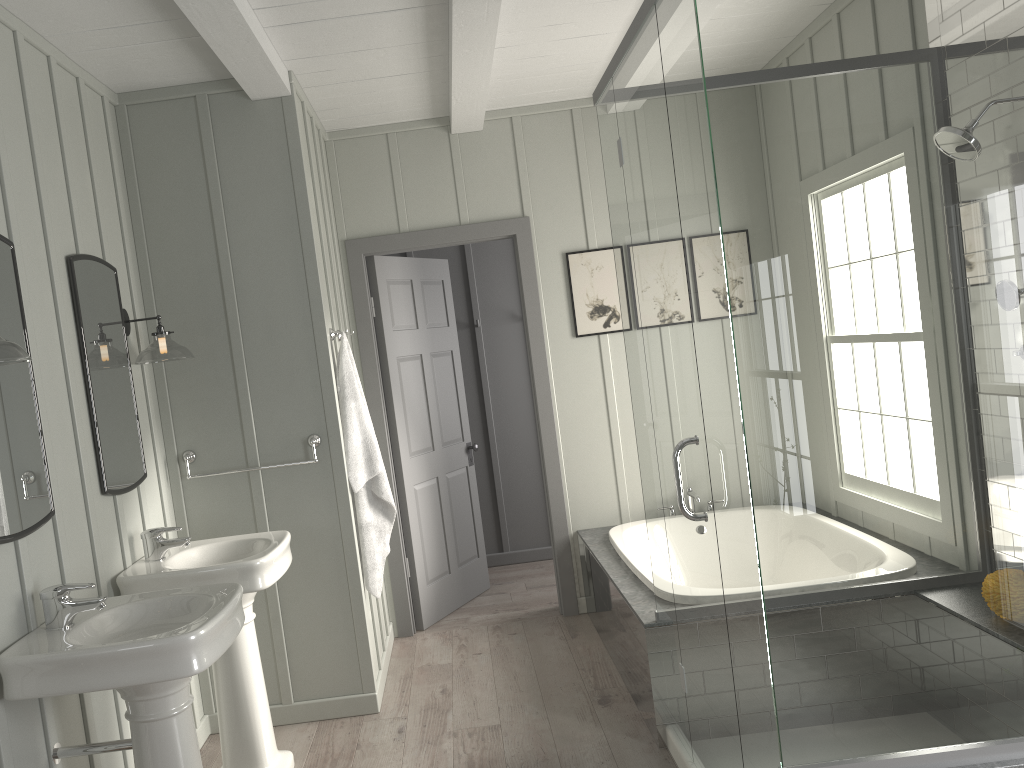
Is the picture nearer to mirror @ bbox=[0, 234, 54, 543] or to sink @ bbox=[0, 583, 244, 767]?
sink @ bbox=[0, 583, 244, 767]

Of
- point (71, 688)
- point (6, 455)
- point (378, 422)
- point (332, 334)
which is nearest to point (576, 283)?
point (378, 422)

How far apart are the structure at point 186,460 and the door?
1.0 meters

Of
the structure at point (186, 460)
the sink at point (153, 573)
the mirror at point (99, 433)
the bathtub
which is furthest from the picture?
the mirror at point (99, 433)

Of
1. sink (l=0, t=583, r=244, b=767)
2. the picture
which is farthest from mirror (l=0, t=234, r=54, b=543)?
the picture

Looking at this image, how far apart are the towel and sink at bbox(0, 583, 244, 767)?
1.2 meters

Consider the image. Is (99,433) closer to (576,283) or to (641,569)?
(641,569)

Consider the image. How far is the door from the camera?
4.8 meters

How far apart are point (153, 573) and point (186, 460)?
0.8m

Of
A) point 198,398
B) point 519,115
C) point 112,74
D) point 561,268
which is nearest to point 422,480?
point 561,268
